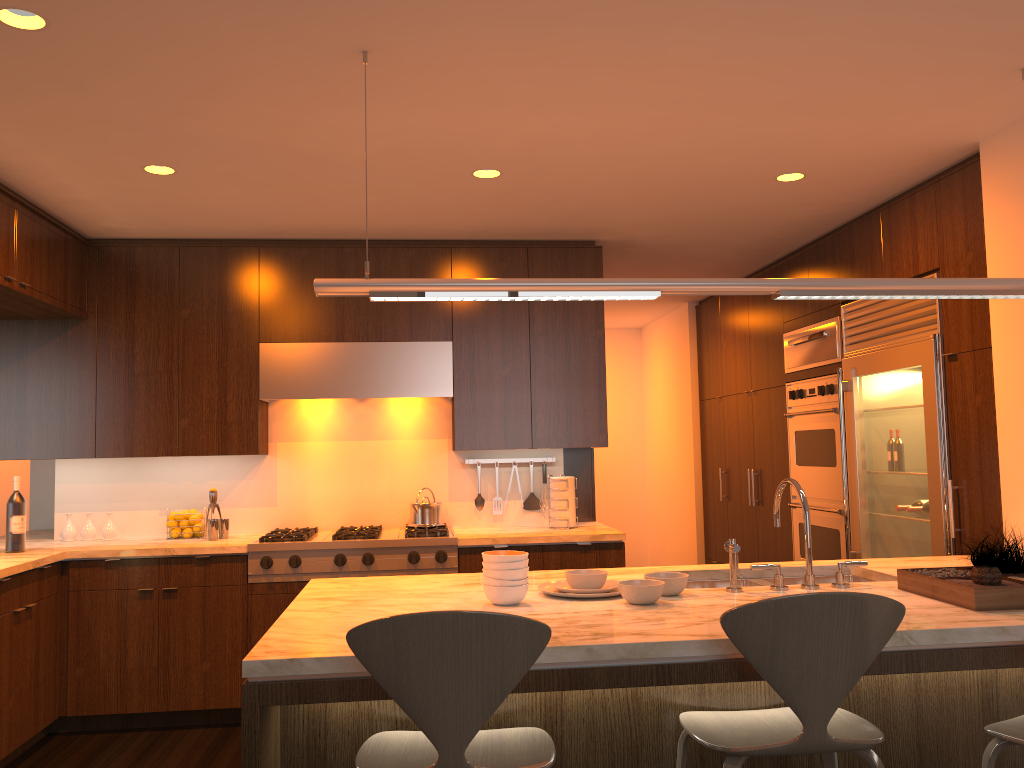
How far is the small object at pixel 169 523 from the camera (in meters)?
4.90

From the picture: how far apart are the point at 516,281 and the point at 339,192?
1.8 meters

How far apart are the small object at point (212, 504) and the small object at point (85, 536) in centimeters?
74cm

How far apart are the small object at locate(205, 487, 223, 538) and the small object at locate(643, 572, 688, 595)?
2.89m

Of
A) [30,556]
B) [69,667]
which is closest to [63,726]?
[69,667]

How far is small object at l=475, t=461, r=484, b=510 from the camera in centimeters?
527cm

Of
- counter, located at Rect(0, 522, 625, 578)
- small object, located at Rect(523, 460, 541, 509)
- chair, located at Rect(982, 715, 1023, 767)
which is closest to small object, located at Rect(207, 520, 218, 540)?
counter, located at Rect(0, 522, 625, 578)

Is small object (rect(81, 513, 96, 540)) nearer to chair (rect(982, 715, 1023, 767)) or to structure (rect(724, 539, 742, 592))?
structure (rect(724, 539, 742, 592))

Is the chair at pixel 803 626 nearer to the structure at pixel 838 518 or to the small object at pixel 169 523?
the structure at pixel 838 518

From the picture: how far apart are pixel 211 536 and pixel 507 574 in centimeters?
277cm
